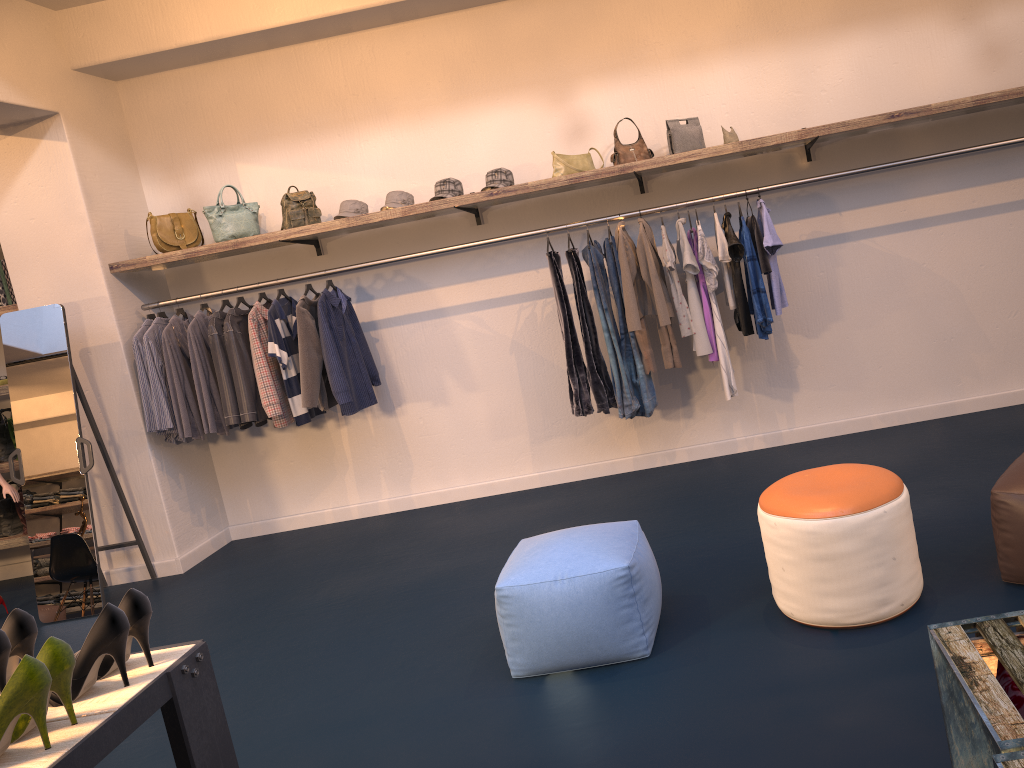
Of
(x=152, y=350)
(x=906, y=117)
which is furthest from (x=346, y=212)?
(x=906, y=117)

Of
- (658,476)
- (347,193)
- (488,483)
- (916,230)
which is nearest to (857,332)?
(916,230)

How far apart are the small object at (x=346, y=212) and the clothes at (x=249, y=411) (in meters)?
0.91

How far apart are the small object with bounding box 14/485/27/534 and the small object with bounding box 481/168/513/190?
3.90m

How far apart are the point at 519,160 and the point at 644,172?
0.9m

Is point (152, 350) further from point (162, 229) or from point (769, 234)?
point (769, 234)

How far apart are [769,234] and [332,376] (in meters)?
2.69

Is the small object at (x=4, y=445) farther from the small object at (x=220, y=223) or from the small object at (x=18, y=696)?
the small object at (x=18, y=696)

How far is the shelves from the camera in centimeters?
473cm

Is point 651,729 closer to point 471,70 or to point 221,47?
point 471,70
